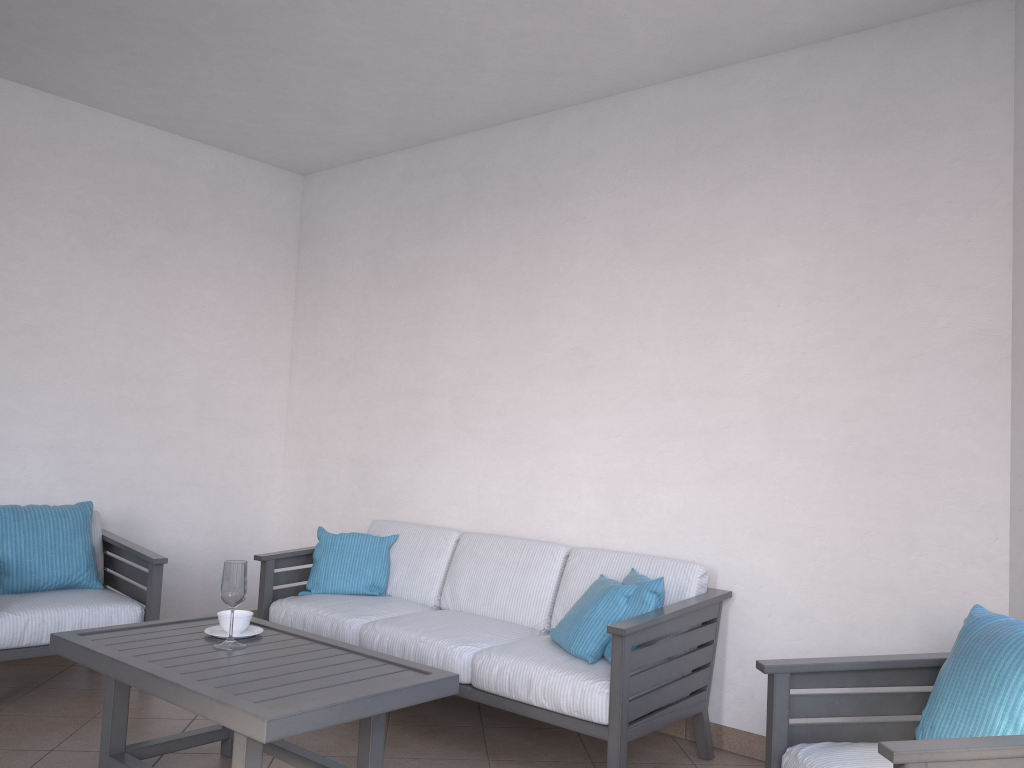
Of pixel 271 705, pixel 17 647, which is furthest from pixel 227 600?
pixel 17 647

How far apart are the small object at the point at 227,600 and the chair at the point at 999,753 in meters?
1.7

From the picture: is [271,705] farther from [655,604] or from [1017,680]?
[1017,680]

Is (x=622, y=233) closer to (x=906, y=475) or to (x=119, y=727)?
(x=906, y=475)

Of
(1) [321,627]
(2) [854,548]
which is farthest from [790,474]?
(1) [321,627]

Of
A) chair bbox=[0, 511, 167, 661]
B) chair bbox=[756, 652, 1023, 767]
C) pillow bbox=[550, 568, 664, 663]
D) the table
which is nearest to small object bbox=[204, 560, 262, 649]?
the table

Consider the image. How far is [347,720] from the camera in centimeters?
243cm

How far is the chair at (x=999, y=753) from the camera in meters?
1.9 m

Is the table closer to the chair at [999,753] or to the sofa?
the sofa

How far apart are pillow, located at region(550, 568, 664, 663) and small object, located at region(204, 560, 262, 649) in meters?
1.1
